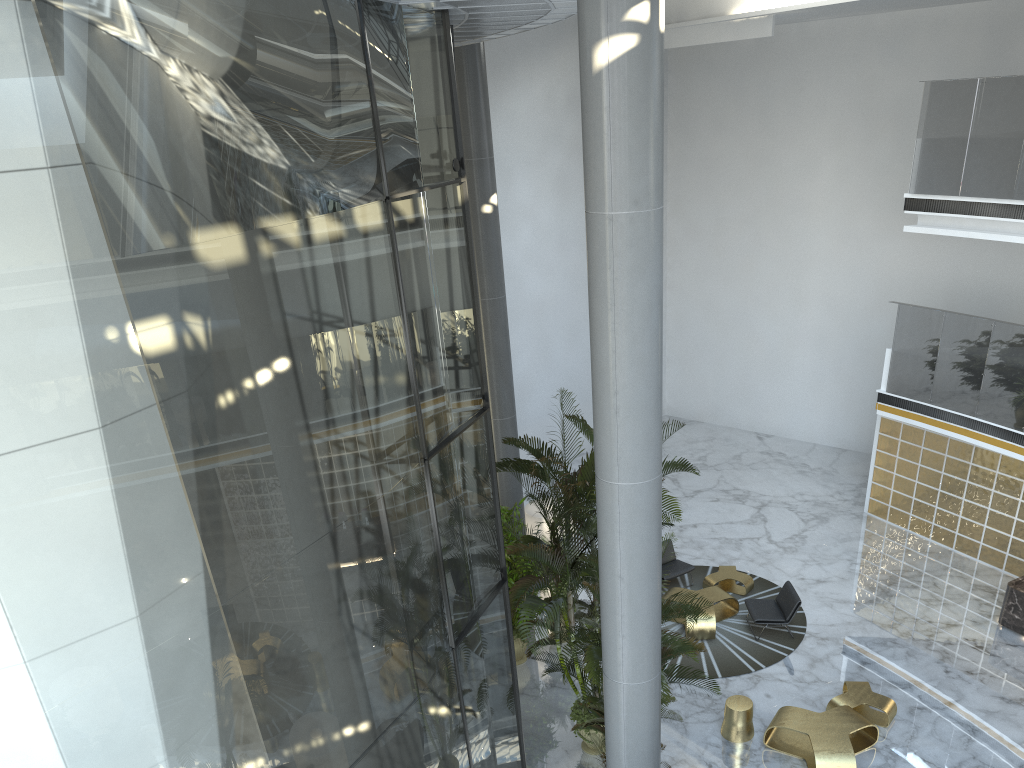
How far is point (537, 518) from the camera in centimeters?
1343cm

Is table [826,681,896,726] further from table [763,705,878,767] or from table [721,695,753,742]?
table [721,695,753,742]

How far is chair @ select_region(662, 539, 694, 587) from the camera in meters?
13.8 m

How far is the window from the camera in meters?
3.8 m

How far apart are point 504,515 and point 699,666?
3.4 meters

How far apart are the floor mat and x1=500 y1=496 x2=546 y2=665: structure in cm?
220

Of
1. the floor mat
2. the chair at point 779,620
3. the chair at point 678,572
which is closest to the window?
the floor mat

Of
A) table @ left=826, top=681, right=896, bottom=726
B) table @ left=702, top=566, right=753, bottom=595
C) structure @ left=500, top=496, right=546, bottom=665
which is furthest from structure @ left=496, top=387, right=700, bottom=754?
table @ left=702, top=566, right=753, bottom=595

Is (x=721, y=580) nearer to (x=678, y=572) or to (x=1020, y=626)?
(x=678, y=572)

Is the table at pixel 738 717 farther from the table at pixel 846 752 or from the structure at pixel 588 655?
the structure at pixel 588 655
